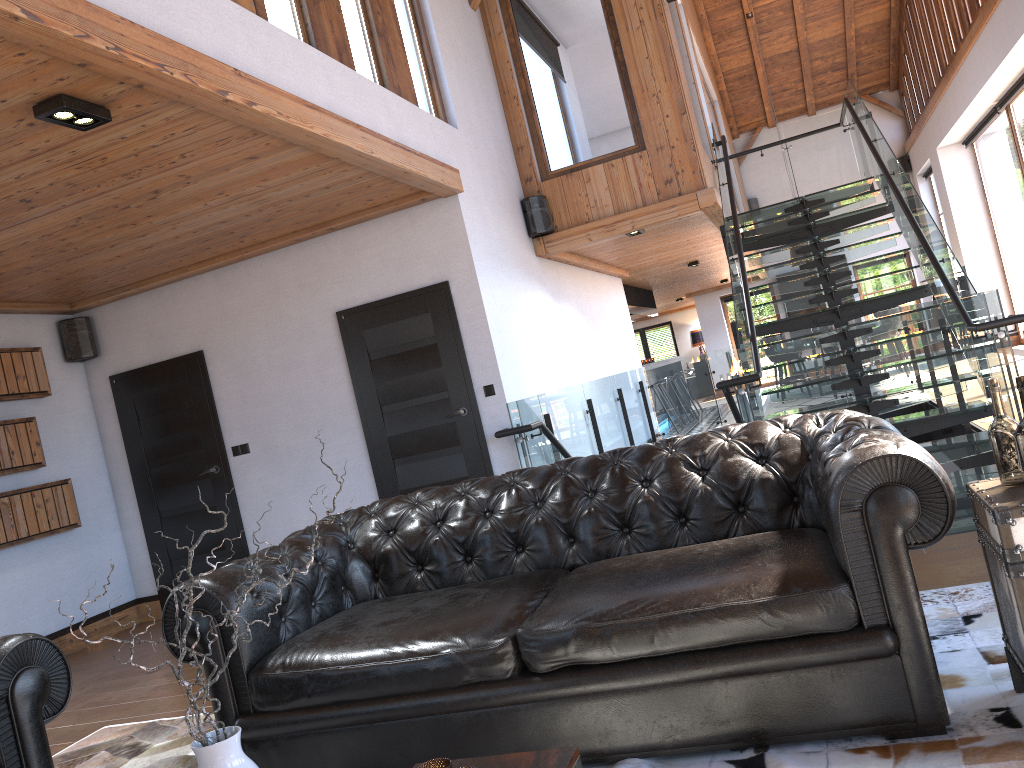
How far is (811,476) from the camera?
3.0 meters

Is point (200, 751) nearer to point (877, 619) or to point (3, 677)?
point (3, 677)

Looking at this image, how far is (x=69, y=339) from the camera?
7.3 meters

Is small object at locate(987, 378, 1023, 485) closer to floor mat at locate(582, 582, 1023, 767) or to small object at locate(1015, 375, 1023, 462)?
small object at locate(1015, 375, 1023, 462)

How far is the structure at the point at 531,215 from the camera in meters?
7.9

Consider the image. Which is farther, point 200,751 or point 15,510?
point 15,510

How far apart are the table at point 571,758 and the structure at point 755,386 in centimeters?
314cm

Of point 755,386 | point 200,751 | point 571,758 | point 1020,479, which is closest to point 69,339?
point 755,386

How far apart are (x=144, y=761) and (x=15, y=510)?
3.5 meters

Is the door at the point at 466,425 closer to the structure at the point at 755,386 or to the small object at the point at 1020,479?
the structure at the point at 755,386
